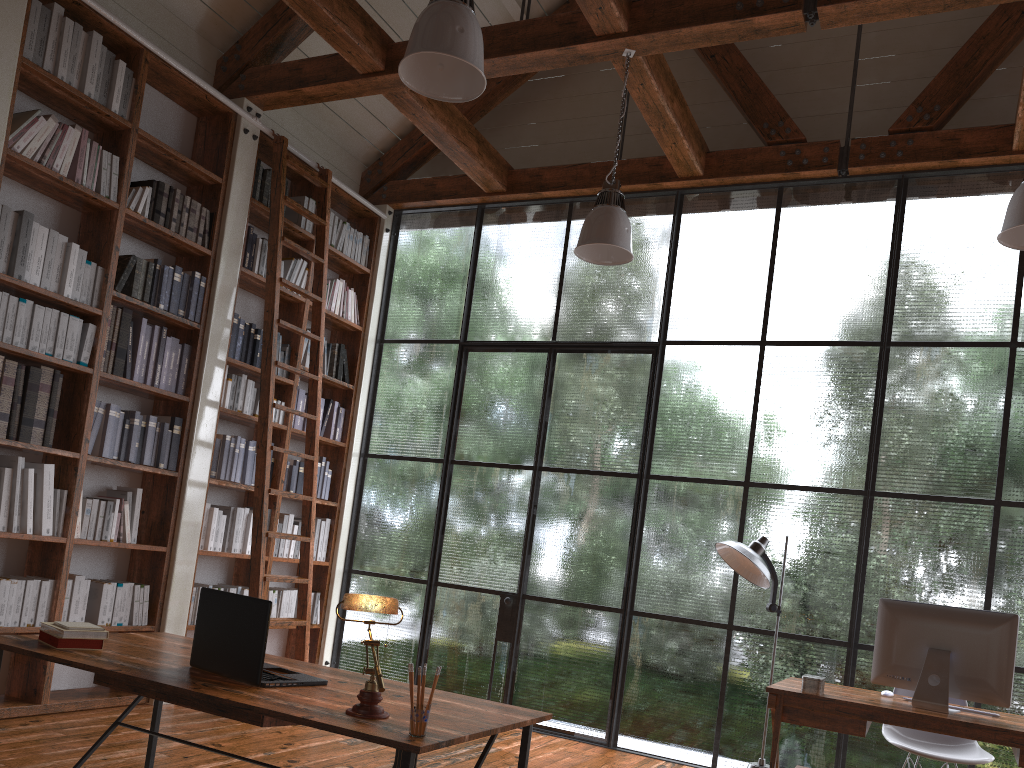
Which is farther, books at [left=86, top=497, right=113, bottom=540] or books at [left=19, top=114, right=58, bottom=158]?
books at [left=86, top=497, right=113, bottom=540]

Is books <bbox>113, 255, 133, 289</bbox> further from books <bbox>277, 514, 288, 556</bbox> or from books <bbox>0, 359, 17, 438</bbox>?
books <bbox>277, 514, 288, 556</bbox>

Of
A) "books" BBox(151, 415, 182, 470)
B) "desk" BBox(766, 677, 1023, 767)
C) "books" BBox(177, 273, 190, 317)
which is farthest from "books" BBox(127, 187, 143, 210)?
"desk" BBox(766, 677, 1023, 767)

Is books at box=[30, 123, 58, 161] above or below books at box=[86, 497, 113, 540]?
above

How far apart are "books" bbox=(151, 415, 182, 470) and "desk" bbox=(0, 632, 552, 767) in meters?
2.1

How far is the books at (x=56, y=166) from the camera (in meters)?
4.39

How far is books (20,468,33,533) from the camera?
4.23m

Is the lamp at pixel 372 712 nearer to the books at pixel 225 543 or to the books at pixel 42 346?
the books at pixel 42 346

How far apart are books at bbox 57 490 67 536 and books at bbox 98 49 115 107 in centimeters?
204cm

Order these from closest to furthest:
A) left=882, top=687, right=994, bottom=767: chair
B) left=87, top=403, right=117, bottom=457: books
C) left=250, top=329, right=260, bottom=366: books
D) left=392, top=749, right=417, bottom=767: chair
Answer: left=392, top=749, right=417, bottom=767: chair → left=882, top=687, right=994, bottom=767: chair → left=87, top=403, right=117, bottom=457: books → left=250, top=329, right=260, bottom=366: books
